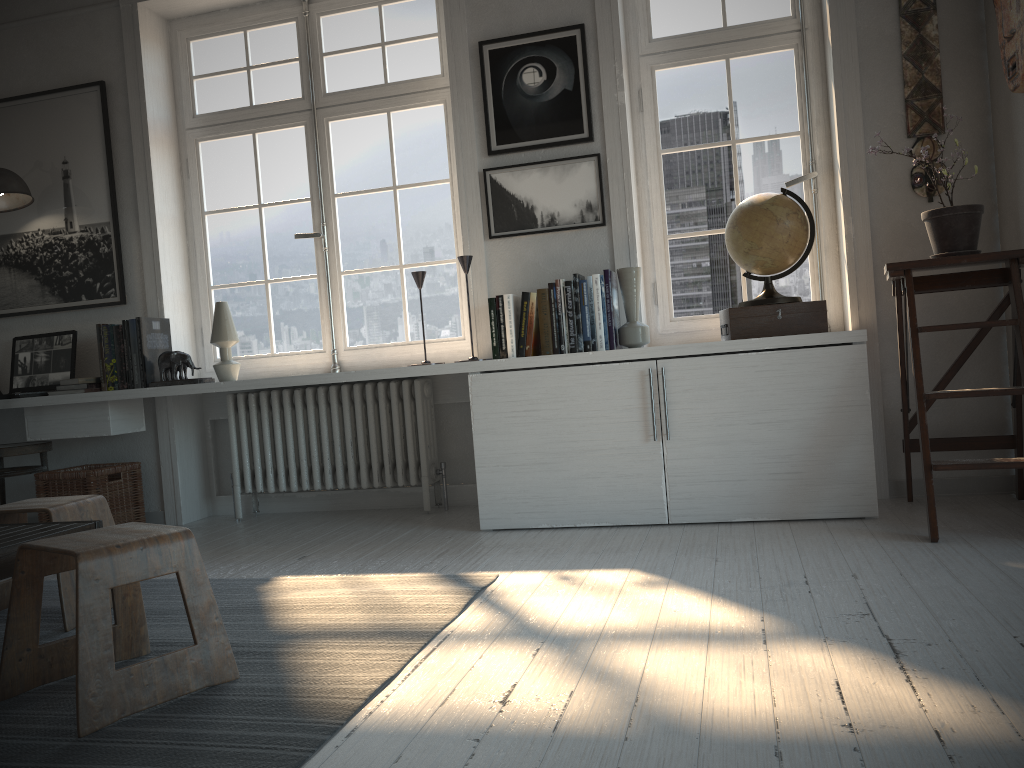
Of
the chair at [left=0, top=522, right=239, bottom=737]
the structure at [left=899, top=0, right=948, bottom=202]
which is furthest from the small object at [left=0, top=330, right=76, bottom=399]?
the structure at [left=899, top=0, right=948, bottom=202]

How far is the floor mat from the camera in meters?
1.6 m

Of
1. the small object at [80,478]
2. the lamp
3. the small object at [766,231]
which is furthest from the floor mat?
the lamp

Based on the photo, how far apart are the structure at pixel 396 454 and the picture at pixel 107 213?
0.7m

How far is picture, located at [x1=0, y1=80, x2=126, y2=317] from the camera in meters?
4.3 m

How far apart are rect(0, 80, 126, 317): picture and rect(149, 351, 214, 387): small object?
0.5 meters

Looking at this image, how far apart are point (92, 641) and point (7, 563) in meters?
0.4 m

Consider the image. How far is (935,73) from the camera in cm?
341

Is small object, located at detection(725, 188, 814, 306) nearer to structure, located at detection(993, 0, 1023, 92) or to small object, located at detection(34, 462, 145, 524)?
structure, located at detection(993, 0, 1023, 92)

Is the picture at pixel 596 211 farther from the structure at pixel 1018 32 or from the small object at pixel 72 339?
the small object at pixel 72 339
